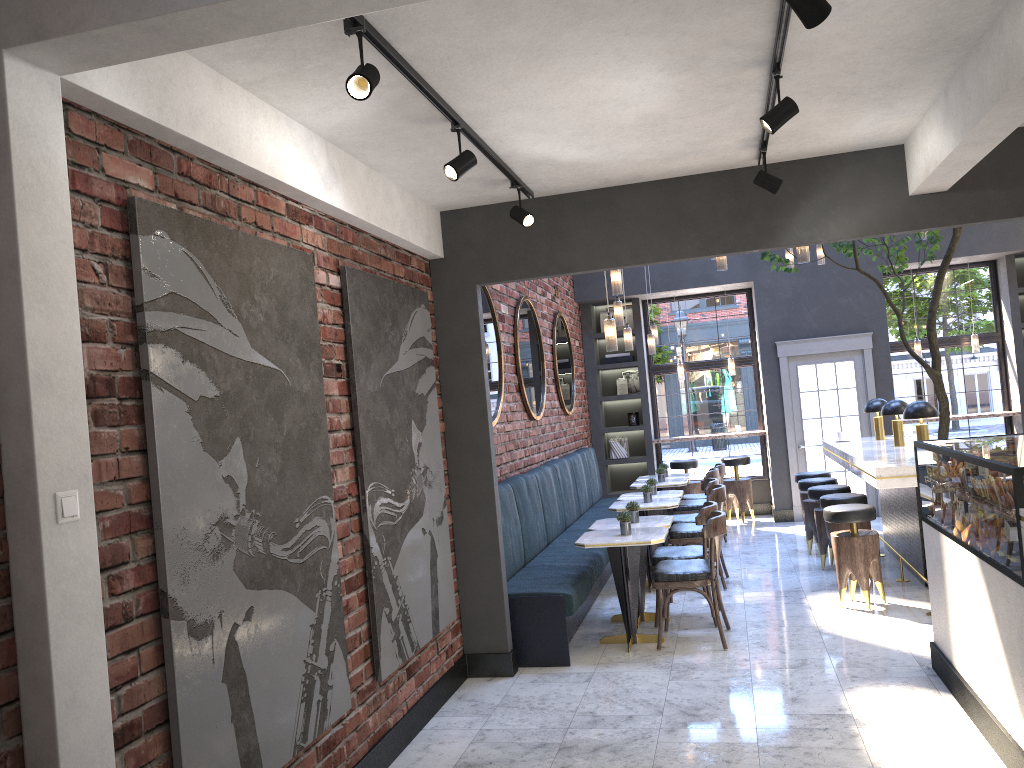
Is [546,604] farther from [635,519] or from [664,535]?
[635,519]

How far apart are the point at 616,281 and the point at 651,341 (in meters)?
3.00

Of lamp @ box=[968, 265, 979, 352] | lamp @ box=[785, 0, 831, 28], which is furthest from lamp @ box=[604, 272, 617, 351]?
lamp @ box=[968, 265, 979, 352]

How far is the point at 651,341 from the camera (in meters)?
9.64

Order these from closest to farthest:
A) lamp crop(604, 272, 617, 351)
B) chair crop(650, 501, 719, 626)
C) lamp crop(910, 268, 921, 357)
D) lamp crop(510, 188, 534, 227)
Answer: lamp crop(510, 188, 534, 227)
lamp crop(604, 272, 617, 351)
chair crop(650, 501, 719, 626)
lamp crop(910, 268, 921, 357)

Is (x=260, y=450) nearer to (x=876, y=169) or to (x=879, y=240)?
(x=876, y=169)

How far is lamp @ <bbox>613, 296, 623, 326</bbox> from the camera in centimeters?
790cm

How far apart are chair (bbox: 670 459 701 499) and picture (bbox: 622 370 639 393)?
1.2m

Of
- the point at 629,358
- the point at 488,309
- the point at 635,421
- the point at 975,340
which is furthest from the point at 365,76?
the point at 975,340

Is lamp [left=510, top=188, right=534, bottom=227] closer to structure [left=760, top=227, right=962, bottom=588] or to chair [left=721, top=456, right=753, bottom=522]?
structure [left=760, top=227, right=962, bottom=588]
